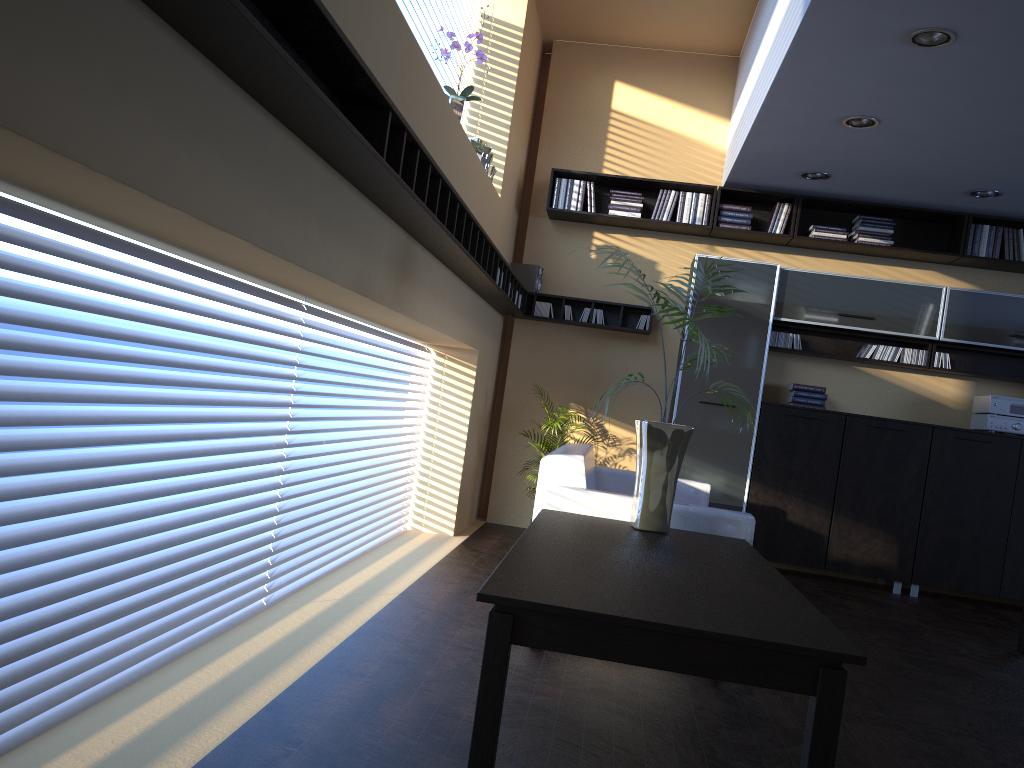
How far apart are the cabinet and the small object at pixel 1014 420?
0.1m

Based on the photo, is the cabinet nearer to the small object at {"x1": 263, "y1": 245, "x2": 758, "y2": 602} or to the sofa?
the sofa

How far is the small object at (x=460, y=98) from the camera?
4.95m

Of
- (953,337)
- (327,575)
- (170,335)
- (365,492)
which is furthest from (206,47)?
(953,337)

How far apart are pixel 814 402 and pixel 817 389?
0.1 meters

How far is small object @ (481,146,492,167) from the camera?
5.9 meters

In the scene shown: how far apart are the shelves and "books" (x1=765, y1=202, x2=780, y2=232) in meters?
1.2 m

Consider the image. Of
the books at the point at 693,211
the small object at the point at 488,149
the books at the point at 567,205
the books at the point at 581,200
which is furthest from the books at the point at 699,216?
Result: the small object at the point at 488,149

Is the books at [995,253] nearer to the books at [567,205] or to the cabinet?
the cabinet

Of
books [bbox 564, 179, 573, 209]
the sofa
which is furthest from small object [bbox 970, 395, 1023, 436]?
books [bbox 564, 179, 573, 209]
